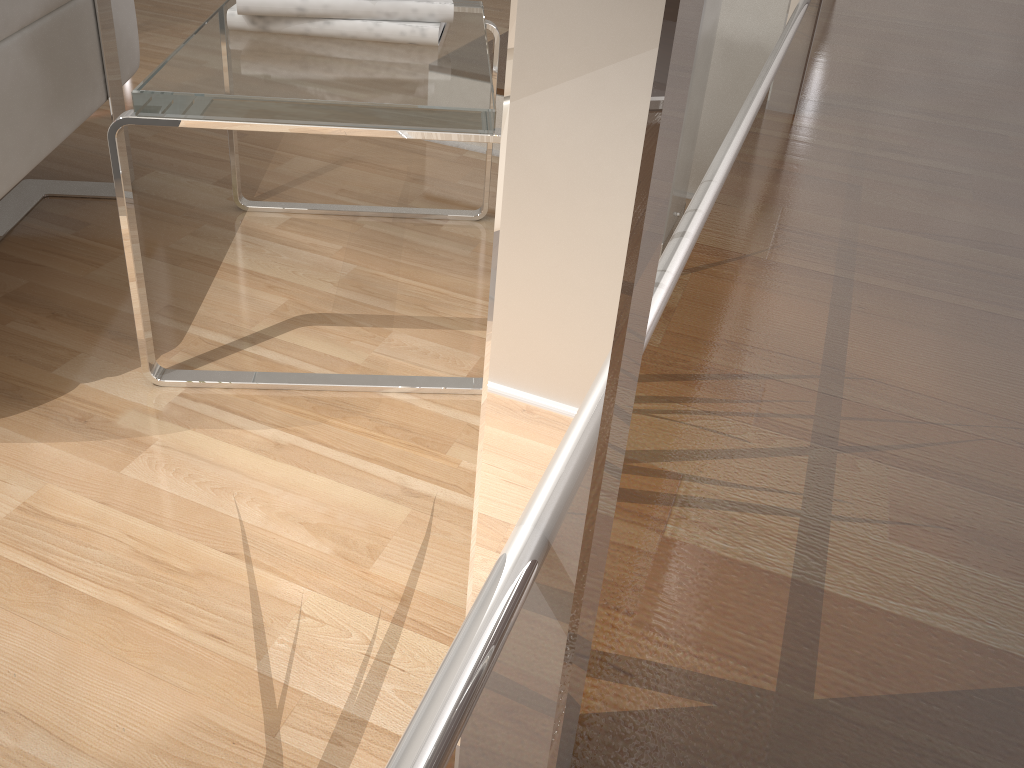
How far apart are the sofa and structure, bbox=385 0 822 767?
0.95m

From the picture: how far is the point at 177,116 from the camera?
0.9 meters

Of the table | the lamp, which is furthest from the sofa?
the lamp

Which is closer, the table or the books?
the table

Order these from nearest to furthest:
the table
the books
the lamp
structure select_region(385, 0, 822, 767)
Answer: structure select_region(385, 0, 822, 767) → the table → the books → the lamp

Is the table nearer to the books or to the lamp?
the books

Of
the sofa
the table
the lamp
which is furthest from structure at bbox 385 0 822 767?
the sofa

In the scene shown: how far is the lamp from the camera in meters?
1.3 m

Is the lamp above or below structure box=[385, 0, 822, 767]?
below

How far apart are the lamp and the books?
0.37m
